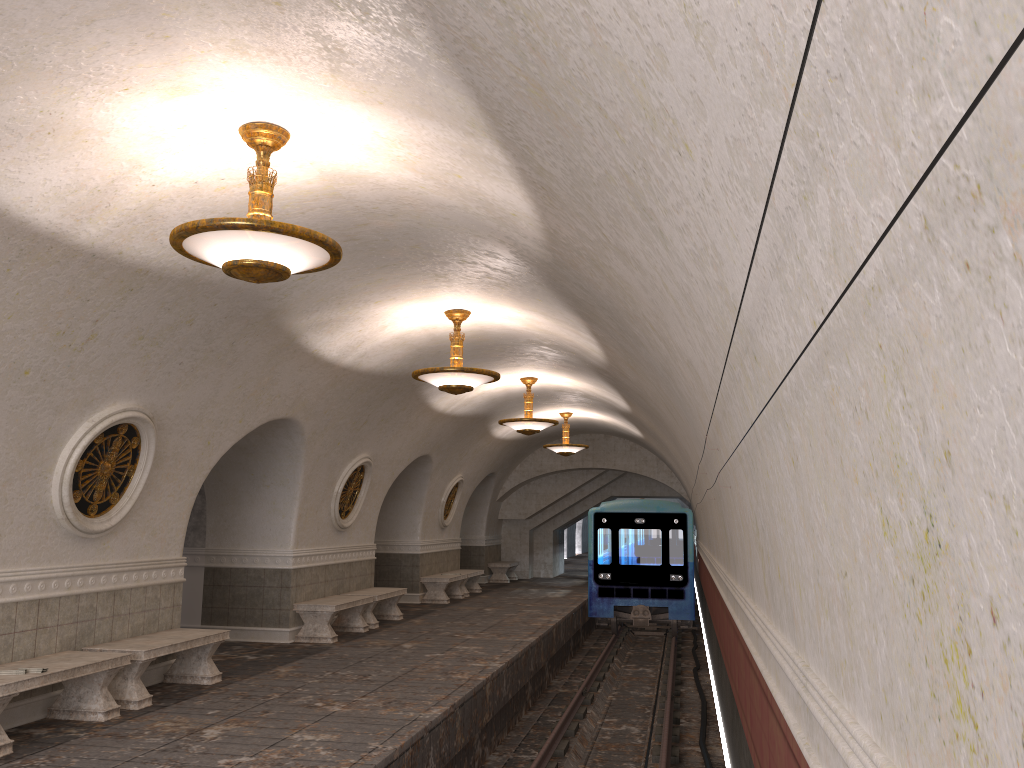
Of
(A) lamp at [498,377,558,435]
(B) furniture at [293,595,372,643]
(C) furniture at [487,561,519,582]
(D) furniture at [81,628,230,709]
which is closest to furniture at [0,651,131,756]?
(D) furniture at [81,628,230,709]

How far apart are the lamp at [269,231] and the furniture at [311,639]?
7.3 meters

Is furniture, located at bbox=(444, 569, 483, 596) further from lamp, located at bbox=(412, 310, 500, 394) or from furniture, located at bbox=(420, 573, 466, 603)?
lamp, located at bbox=(412, 310, 500, 394)

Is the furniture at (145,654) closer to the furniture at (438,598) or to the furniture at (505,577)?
the furniture at (438,598)

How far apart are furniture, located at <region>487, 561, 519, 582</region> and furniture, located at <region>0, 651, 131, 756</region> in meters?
16.8 m

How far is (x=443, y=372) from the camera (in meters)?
9.63

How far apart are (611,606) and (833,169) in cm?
1773

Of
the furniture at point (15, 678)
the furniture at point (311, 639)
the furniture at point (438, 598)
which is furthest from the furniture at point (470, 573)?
the furniture at point (15, 678)

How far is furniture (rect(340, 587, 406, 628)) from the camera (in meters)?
13.57

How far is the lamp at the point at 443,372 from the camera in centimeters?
963cm
